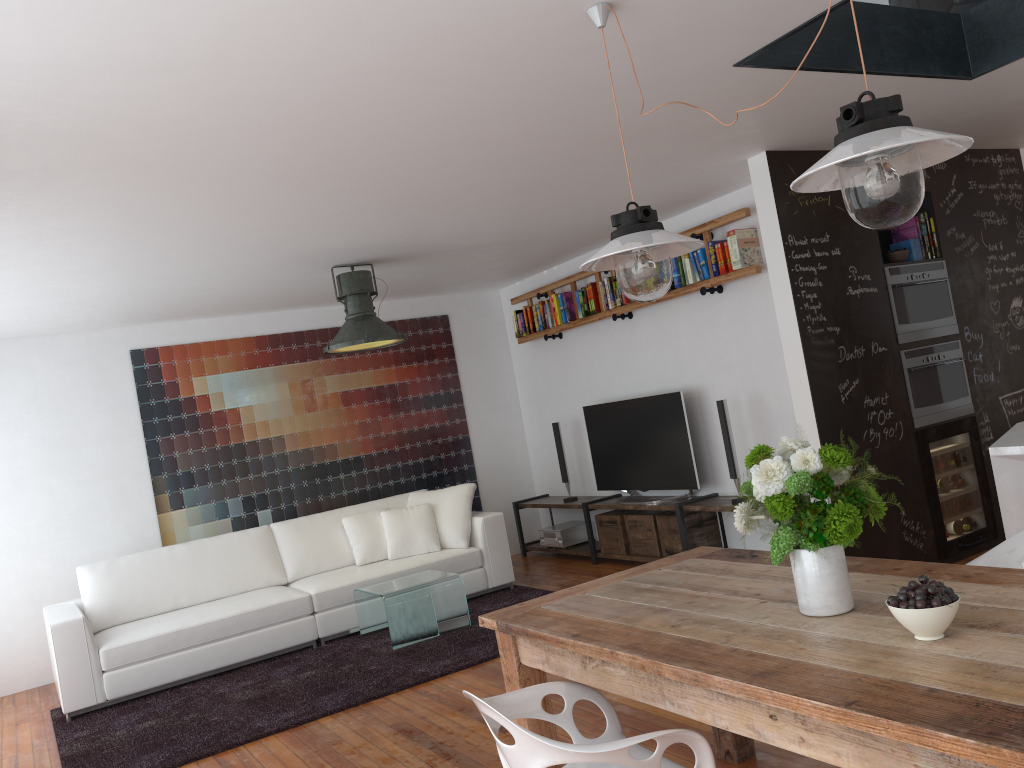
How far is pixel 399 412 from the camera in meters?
7.9

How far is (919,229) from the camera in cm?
549

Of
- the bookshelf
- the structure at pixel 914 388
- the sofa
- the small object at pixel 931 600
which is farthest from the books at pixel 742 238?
the small object at pixel 931 600

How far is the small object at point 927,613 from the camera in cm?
182

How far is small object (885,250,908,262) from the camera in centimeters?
533cm

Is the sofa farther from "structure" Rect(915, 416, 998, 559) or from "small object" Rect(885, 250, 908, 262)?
"small object" Rect(885, 250, 908, 262)

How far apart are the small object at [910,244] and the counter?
1.8 meters

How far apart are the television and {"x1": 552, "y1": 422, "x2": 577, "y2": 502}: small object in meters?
0.4 m

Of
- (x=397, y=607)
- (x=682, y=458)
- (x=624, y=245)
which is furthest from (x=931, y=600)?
(x=682, y=458)

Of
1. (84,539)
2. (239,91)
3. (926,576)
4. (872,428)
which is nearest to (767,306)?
(872,428)
